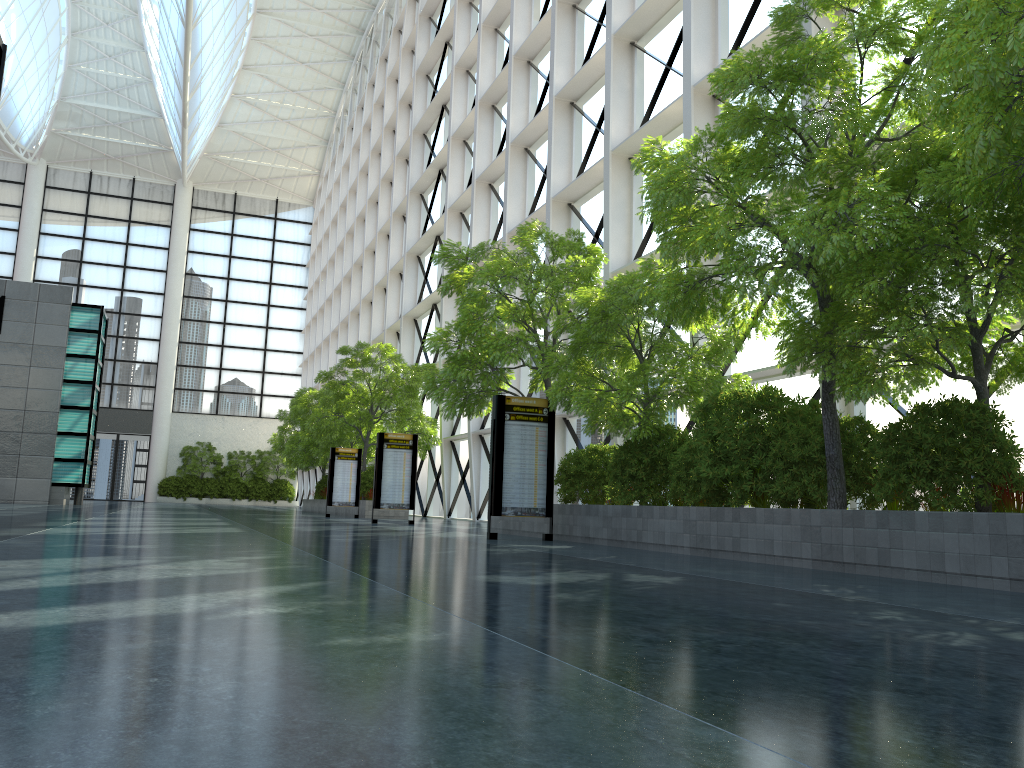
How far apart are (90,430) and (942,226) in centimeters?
4288cm
